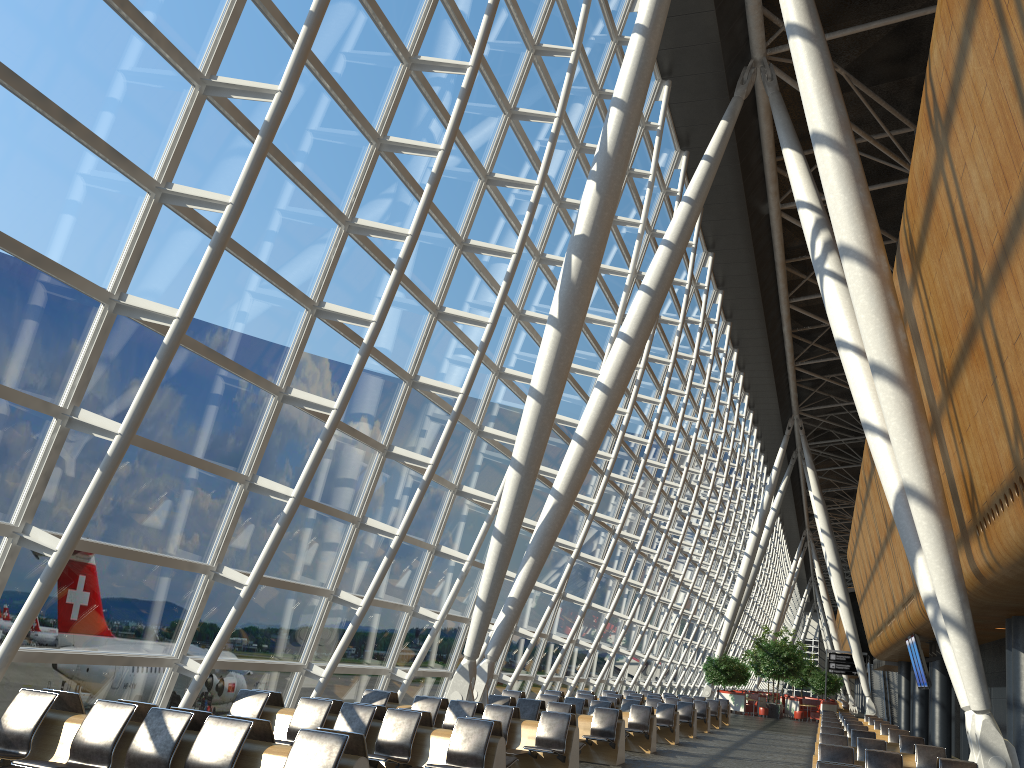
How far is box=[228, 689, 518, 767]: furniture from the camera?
8.6m

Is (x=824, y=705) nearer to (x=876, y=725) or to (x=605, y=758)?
(x=876, y=725)

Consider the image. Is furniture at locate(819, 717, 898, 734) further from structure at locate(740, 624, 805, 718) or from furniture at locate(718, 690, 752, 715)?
furniture at locate(718, 690, 752, 715)

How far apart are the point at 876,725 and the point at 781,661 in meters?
18.6 m

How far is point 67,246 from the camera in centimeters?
765cm

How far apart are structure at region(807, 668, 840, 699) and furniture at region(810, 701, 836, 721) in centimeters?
851cm

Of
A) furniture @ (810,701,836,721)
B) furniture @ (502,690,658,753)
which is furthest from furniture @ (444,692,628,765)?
furniture @ (810,701,836,721)

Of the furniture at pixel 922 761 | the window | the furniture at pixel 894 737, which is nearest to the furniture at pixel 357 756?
the window

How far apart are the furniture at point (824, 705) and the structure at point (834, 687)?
8.51m

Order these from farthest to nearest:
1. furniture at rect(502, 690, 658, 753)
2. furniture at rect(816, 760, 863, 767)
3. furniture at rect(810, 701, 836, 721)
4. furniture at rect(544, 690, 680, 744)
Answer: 1. furniture at rect(810, 701, 836, 721)
2. furniture at rect(544, 690, 680, 744)
3. furniture at rect(502, 690, 658, 753)
4. furniture at rect(816, 760, 863, 767)
